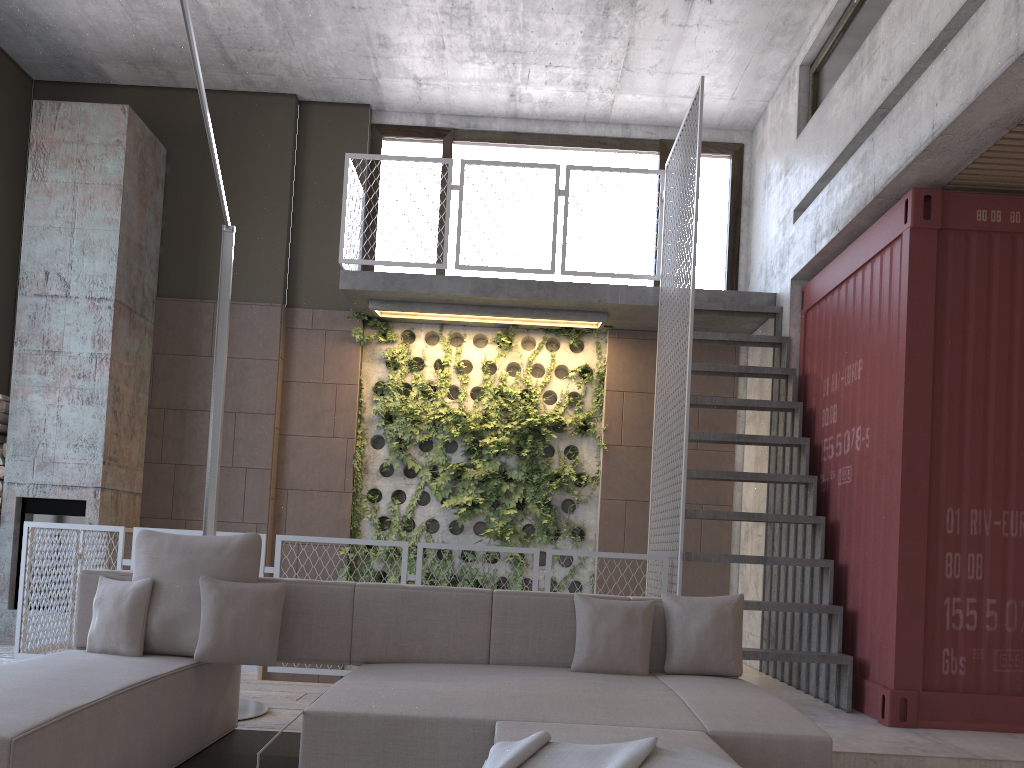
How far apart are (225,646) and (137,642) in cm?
40

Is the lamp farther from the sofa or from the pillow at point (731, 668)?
the pillow at point (731, 668)

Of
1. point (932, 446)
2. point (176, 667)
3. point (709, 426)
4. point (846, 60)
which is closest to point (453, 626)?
point (176, 667)

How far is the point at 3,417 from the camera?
7.3 meters

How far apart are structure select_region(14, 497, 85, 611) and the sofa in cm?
372

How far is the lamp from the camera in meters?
4.7 m

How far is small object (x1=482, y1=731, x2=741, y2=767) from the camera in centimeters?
195cm

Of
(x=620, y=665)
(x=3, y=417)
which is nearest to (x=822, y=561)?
(x=620, y=665)

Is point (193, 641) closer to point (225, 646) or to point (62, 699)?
point (225, 646)

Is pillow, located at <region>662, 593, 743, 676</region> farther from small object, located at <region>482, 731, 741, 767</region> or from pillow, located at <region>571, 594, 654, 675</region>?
small object, located at <region>482, 731, 741, 767</region>
